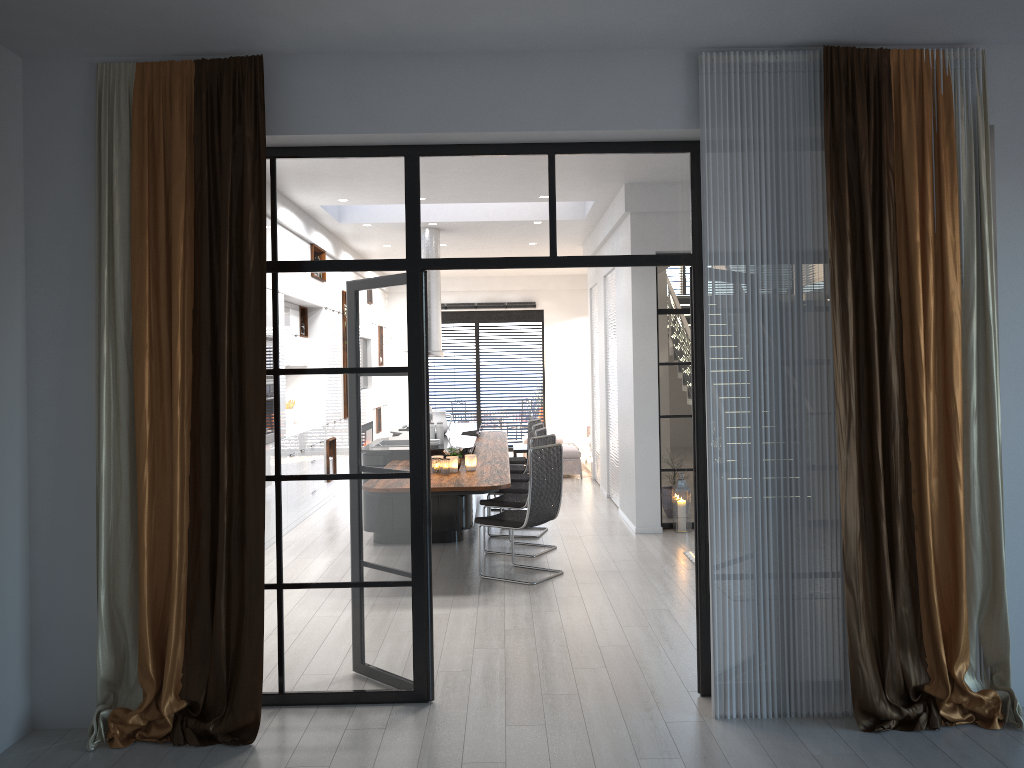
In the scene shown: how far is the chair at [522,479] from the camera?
9.1 meters

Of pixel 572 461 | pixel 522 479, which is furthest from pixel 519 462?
pixel 572 461

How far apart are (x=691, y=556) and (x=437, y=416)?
3.5m

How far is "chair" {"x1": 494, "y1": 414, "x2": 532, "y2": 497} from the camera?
10.93m

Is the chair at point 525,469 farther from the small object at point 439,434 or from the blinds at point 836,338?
the blinds at point 836,338

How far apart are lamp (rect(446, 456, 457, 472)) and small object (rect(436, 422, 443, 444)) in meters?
1.5

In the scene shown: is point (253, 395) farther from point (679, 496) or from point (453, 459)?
point (679, 496)

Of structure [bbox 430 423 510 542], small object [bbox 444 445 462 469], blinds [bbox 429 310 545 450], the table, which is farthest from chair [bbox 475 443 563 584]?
blinds [bbox 429 310 545 450]

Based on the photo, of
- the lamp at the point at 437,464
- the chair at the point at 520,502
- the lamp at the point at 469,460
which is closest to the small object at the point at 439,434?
the chair at the point at 520,502

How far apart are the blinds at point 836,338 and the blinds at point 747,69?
0.1m
